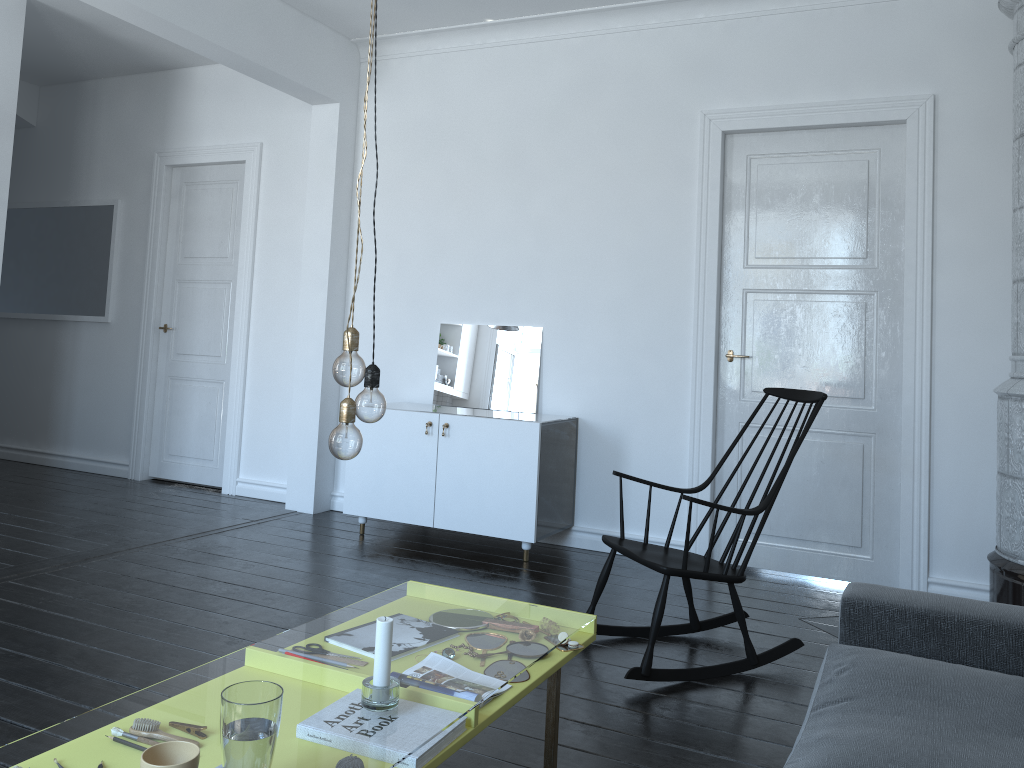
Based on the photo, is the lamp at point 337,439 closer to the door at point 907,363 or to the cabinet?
the cabinet

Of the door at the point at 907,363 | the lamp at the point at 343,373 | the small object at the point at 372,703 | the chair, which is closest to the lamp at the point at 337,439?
the lamp at the point at 343,373

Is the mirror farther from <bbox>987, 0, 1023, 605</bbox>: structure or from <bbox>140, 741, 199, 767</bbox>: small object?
<bbox>140, 741, 199, 767</bbox>: small object

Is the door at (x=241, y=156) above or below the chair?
above

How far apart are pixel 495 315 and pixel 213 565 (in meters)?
2.14

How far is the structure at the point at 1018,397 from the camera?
3.7 meters

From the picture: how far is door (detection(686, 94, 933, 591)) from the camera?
4.3 meters

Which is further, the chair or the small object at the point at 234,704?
the chair

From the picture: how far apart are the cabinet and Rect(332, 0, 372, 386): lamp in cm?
270

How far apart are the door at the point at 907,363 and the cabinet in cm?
71
